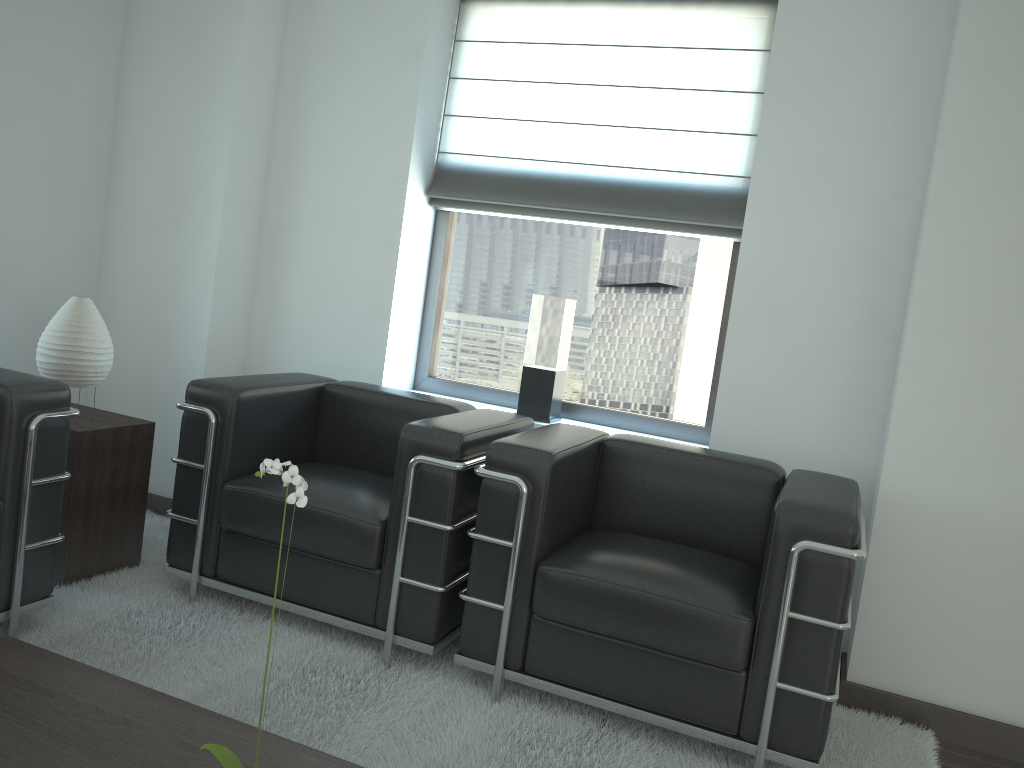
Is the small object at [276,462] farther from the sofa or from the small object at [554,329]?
the small object at [554,329]

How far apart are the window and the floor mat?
1.74m

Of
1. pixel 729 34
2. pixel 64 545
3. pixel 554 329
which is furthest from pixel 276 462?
pixel 729 34

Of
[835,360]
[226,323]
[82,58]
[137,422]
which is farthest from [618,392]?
[82,58]

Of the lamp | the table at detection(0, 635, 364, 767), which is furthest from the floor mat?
the lamp

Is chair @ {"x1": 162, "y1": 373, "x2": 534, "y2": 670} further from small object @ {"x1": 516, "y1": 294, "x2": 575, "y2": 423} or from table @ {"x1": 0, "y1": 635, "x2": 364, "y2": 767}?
table @ {"x1": 0, "y1": 635, "x2": 364, "y2": 767}

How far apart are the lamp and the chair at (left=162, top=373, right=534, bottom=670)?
0.6 meters

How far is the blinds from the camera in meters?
5.3

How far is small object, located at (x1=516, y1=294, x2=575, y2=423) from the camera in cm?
544

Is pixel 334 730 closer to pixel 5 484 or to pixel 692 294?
pixel 5 484
